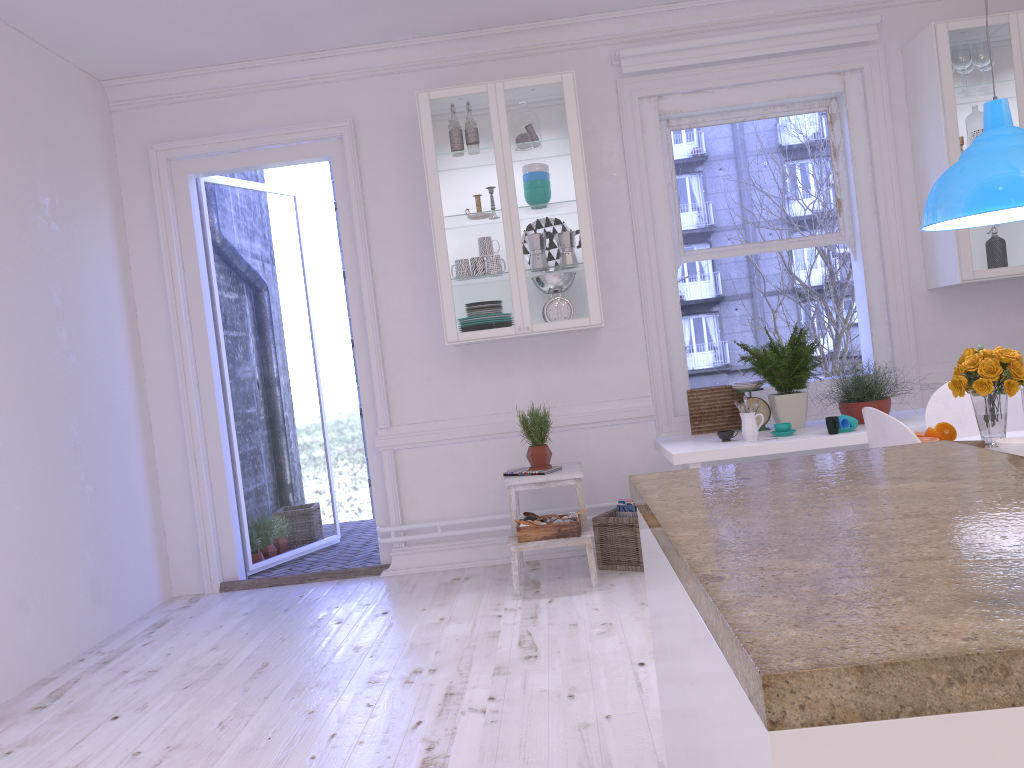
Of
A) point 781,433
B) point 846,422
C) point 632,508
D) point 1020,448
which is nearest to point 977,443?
point 1020,448

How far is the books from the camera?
4.63m

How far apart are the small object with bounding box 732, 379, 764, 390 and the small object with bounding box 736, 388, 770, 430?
0.1 meters

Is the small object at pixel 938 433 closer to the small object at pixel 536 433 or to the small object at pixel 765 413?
the small object at pixel 765 413

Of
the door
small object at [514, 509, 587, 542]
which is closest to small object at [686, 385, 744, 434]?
small object at [514, 509, 587, 542]

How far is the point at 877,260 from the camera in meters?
4.9 m

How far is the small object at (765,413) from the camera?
4.5m

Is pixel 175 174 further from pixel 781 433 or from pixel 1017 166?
pixel 1017 166

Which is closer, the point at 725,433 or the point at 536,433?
the point at 725,433

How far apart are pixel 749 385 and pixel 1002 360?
1.6m
